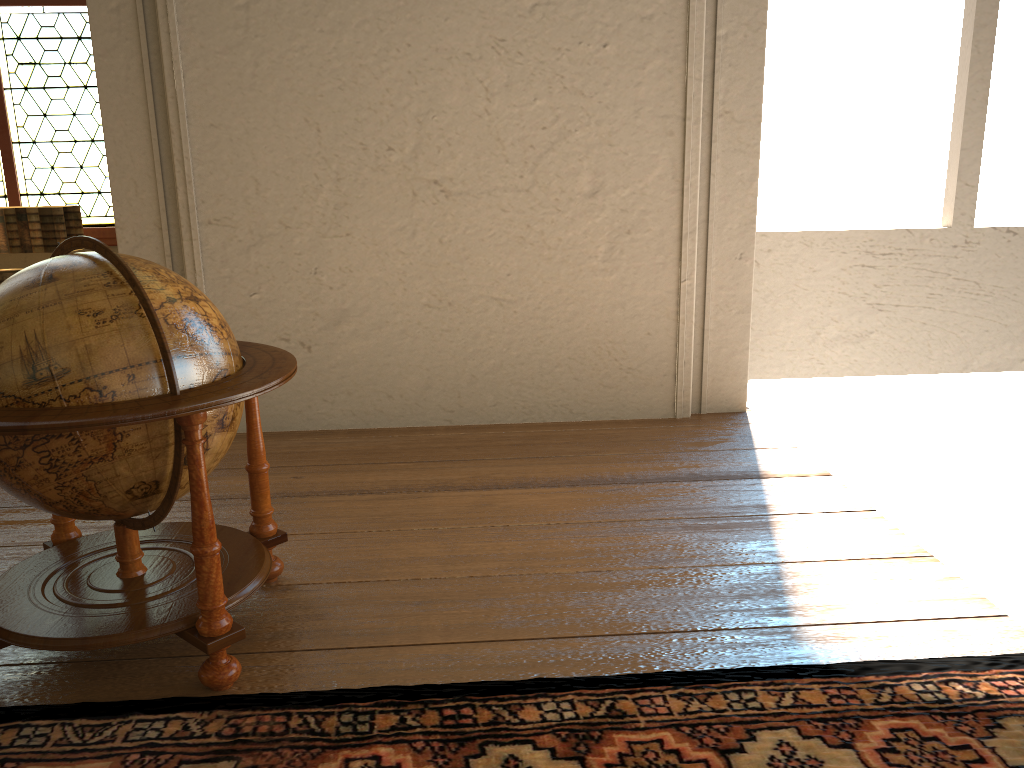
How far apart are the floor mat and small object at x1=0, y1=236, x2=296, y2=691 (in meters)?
0.06

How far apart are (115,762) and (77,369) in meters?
1.1

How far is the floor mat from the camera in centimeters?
249cm

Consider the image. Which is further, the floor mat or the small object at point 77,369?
the small object at point 77,369

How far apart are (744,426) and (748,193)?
1.50m

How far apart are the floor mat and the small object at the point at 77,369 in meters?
0.1 m

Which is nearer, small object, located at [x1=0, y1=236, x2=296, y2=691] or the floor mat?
the floor mat

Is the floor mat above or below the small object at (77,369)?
below

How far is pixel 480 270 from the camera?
5.61m

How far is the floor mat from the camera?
2.5 meters
